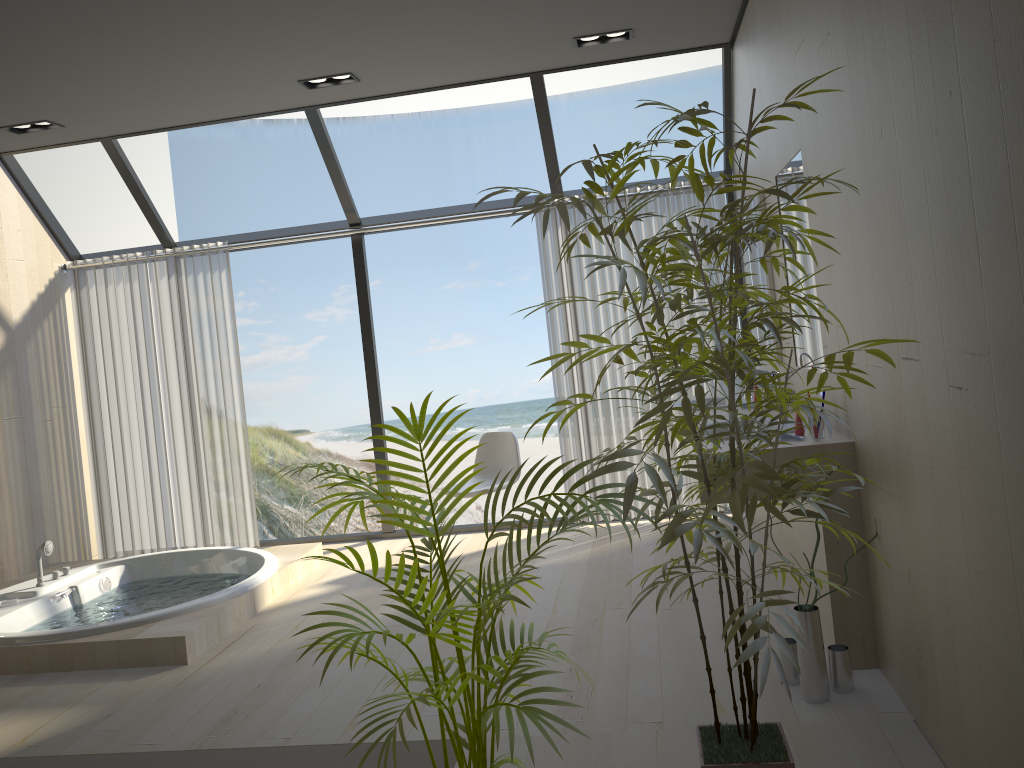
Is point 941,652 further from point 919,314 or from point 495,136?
point 495,136

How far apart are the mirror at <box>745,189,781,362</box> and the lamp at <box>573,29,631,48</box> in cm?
108

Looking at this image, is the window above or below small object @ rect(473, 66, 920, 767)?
above

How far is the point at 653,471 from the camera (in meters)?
1.76

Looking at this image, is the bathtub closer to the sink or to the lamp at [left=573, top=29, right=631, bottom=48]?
the sink

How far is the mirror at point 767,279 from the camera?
4.4m

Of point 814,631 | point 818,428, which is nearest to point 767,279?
point 818,428

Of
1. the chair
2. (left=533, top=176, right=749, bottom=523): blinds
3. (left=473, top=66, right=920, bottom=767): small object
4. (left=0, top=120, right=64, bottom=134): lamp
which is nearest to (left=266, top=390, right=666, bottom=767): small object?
(left=473, top=66, right=920, bottom=767): small object

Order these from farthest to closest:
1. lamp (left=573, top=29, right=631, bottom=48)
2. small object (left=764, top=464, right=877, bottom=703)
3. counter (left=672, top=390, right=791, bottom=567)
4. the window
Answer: the window
counter (left=672, top=390, right=791, bottom=567)
lamp (left=573, top=29, right=631, bottom=48)
small object (left=764, top=464, right=877, bottom=703)

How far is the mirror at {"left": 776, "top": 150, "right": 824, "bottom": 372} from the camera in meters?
3.5 m
